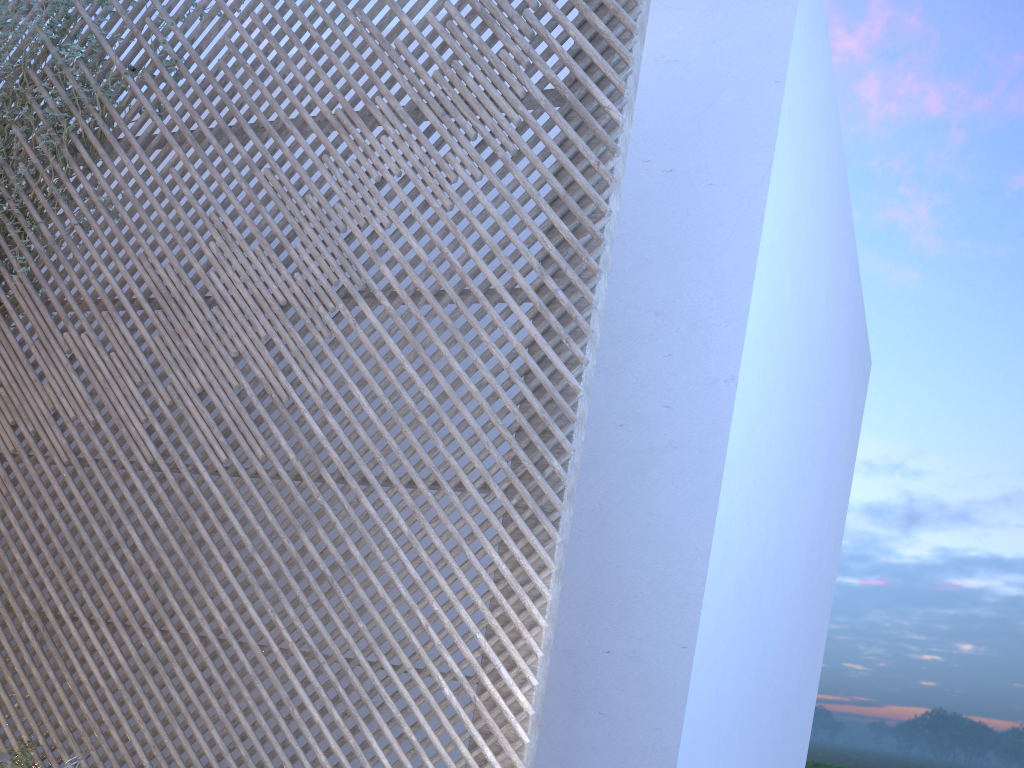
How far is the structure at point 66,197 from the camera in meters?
4.5 m

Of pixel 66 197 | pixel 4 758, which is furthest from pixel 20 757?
pixel 66 197

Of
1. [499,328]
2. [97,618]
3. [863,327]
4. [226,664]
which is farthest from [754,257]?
[863,327]

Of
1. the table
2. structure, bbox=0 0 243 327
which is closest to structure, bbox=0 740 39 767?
the table

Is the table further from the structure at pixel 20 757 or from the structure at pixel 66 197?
the structure at pixel 66 197

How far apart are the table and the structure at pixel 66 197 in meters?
2.7

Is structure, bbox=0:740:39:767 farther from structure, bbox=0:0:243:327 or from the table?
structure, bbox=0:0:243:327

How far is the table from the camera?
3.02m

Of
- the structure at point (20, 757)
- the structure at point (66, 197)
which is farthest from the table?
the structure at point (66, 197)

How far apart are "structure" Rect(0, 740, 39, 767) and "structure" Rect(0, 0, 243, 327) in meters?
2.6 m
